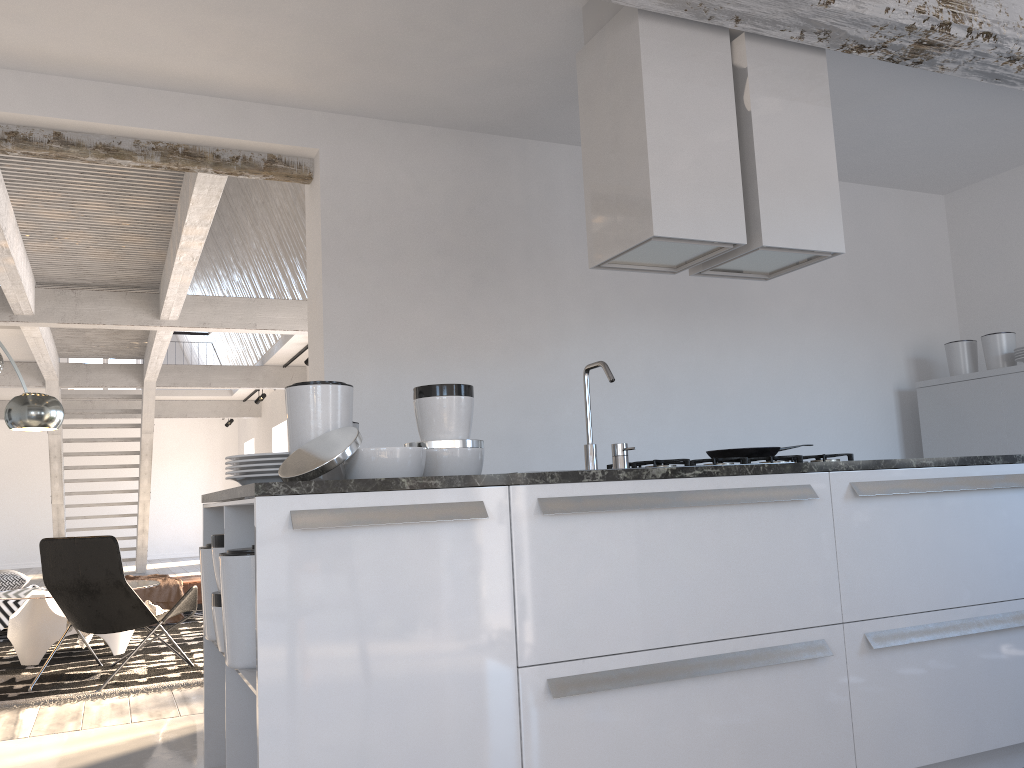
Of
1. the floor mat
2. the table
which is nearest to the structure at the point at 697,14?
the floor mat

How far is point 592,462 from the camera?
2.76m

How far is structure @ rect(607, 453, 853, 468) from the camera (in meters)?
3.12

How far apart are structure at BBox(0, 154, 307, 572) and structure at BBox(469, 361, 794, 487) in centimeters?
287cm

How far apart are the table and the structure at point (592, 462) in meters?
4.4

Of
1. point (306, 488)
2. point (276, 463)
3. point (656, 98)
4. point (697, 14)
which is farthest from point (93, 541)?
point (697, 14)

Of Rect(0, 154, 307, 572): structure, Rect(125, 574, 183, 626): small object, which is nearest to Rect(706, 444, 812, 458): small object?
Rect(0, 154, 307, 572): structure

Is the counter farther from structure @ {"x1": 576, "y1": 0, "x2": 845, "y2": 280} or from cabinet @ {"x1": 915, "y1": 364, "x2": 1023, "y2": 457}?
cabinet @ {"x1": 915, "y1": 364, "x2": 1023, "y2": 457}

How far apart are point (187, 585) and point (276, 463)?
5.7 meters

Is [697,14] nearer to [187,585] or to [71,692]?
[71,692]
